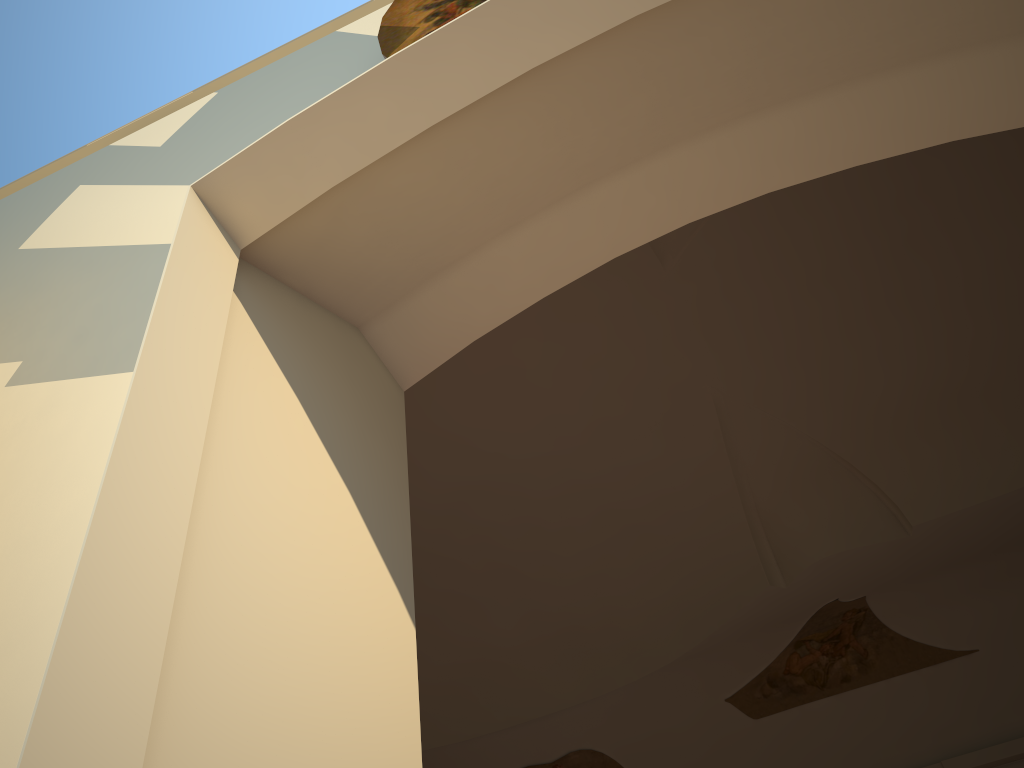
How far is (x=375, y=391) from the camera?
1.7 meters
